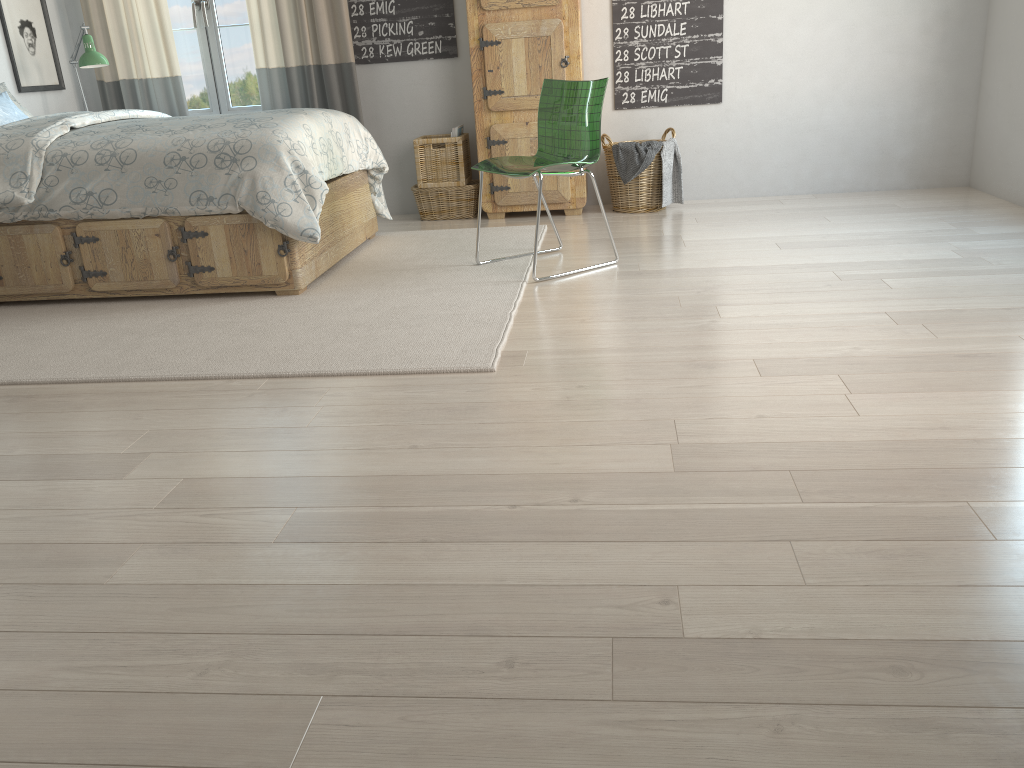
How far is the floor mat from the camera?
2.7m

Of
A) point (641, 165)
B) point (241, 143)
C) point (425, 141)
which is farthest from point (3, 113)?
point (641, 165)

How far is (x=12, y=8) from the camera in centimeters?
472cm

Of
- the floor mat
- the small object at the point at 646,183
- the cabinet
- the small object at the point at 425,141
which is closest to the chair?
the floor mat

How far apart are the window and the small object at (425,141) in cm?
107

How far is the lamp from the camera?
4.6m

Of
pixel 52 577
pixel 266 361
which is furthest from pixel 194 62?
pixel 52 577

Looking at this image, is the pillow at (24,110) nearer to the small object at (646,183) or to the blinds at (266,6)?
the blinds at (266,6)

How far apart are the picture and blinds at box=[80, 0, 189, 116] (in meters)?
0.21

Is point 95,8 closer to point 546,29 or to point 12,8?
point 12,8
